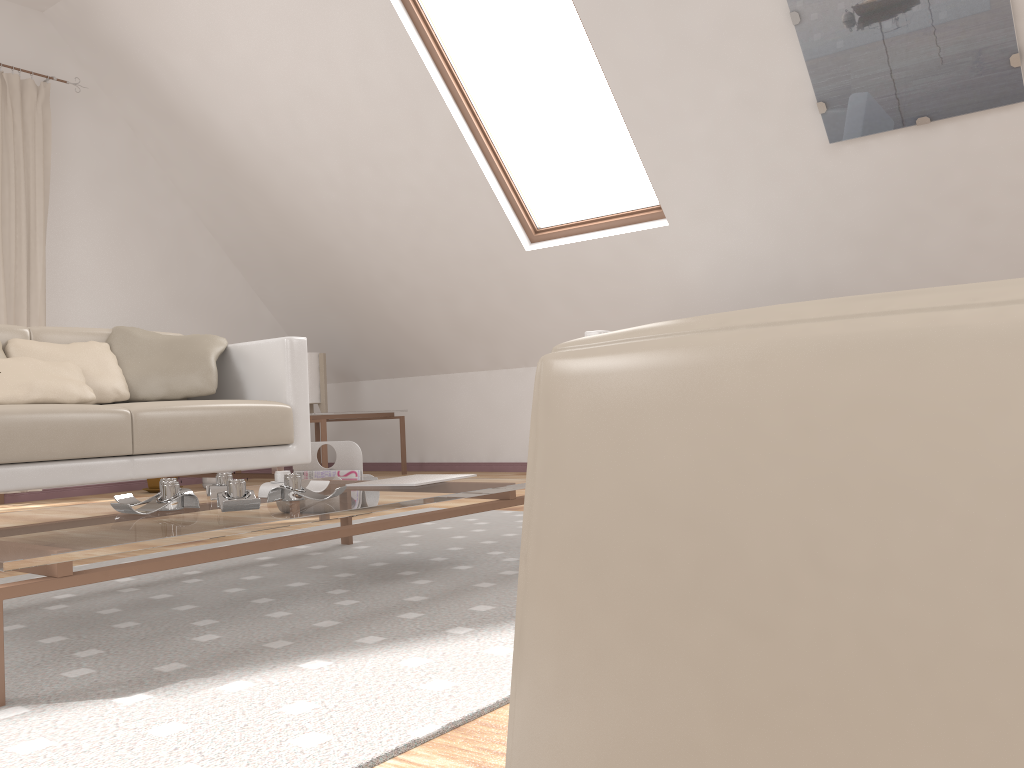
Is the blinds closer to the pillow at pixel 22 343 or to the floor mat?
the pillow at pixel 22 343

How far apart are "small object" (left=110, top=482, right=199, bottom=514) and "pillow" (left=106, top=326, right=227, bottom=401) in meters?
1.4 m

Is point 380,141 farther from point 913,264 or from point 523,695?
point 523,695

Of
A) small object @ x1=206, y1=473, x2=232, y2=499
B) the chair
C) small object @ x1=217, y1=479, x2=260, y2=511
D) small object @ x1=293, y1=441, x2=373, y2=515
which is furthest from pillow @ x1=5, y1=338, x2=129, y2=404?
the chair

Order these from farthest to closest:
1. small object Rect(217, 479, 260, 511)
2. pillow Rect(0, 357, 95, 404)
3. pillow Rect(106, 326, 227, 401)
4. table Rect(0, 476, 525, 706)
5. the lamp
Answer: the lamp → pillow Rect(106, 326, 227, 401) → pillow Rect(0, 357, 95, 404) → small object Rect(217, 479, 260, 511) → table Rect(0, 476, 525, 706)

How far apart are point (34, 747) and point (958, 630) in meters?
1.0

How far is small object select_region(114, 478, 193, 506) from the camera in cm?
179

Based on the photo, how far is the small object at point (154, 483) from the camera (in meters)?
4.74

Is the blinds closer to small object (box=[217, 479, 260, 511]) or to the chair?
small object (box=[217, 479, 260, 511])

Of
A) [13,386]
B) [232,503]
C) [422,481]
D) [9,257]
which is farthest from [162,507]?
[9,257]
